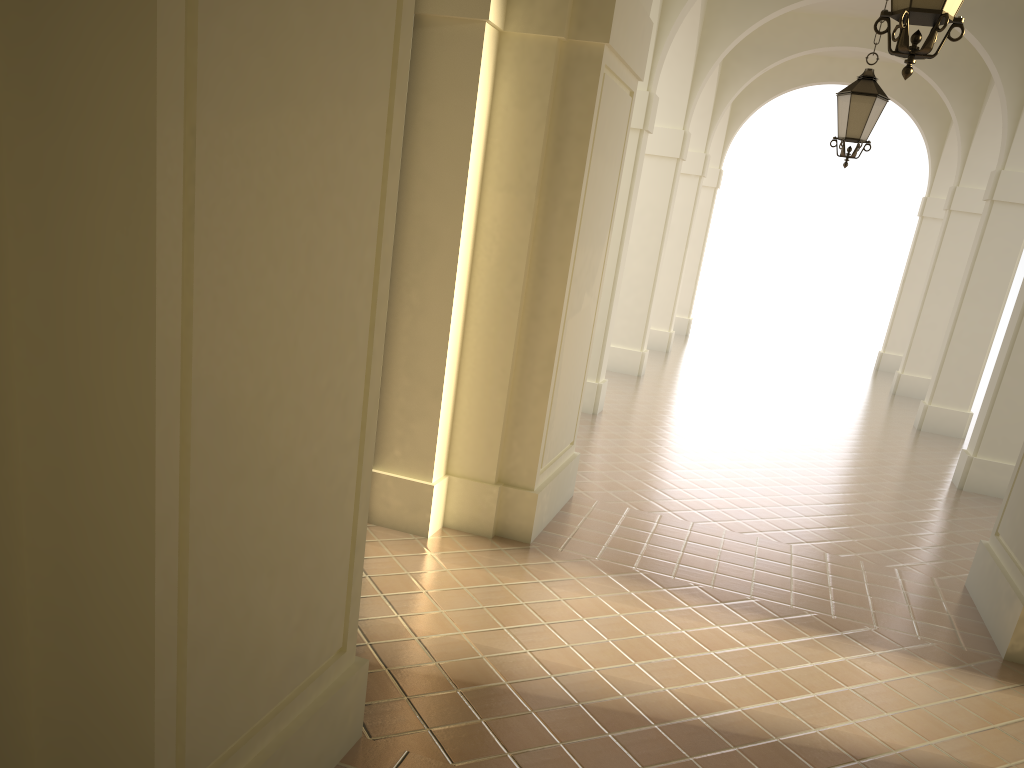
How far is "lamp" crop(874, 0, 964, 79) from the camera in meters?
4.1

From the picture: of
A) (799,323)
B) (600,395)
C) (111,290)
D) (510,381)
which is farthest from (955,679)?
(799,323)

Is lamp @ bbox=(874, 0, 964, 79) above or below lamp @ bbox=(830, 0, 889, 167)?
below

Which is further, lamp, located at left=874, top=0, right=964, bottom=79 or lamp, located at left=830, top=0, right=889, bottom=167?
lamp, located at left=830, top=0, right=889, bottom=167

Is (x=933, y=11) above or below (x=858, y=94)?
below

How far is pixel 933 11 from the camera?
4.1m

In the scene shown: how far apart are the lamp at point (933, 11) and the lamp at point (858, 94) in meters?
4.8 m

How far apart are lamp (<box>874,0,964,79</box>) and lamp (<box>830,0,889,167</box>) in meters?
4.8

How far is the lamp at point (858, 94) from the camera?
8.7 meters

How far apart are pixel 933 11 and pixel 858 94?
5.0m
